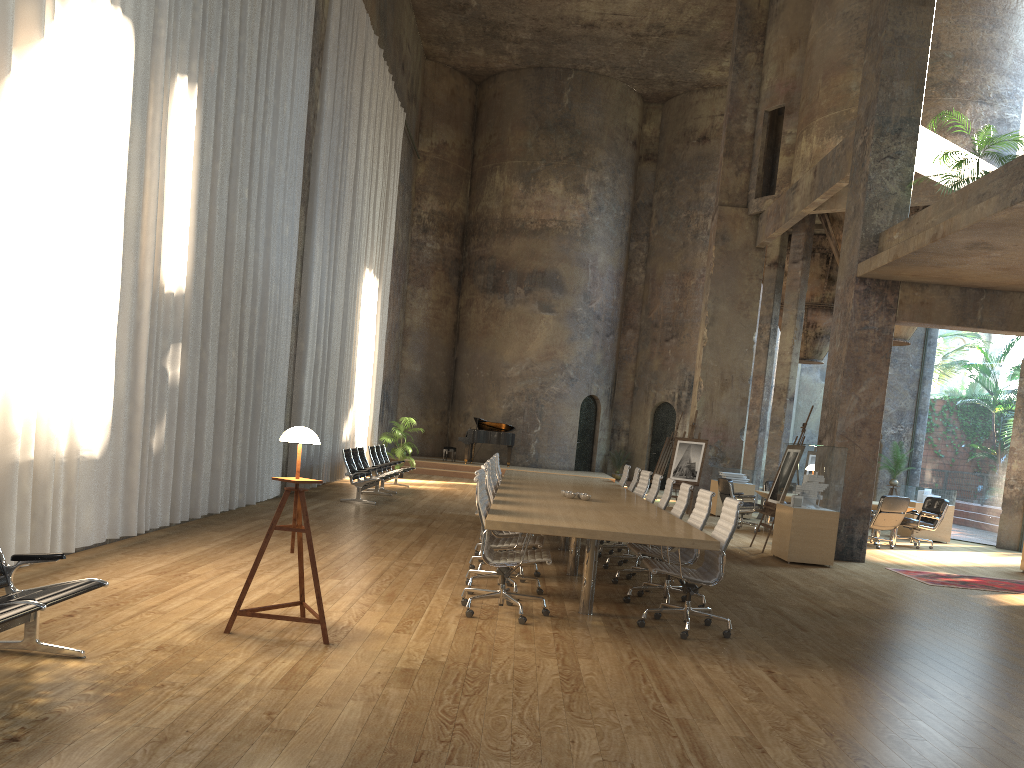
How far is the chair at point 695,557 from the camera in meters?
7.2 m

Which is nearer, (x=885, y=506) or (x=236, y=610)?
(x=236, y=610)

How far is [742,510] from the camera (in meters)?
14.87

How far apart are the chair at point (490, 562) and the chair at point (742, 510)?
8.89m

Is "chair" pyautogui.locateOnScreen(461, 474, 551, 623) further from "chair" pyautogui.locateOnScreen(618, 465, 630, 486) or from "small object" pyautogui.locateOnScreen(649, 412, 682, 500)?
"small object" pyautogui.locateOnScreen(649, 412, 682, 500)

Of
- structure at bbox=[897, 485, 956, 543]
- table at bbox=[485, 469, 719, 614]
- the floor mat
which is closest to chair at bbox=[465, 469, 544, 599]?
table at bbox=[485, 469, 719, 614]

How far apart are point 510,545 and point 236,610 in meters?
2.5

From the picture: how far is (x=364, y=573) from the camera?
7.6 meters

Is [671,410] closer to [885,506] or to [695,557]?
[885,506]

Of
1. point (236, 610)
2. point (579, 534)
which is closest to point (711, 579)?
point (579, 534)
